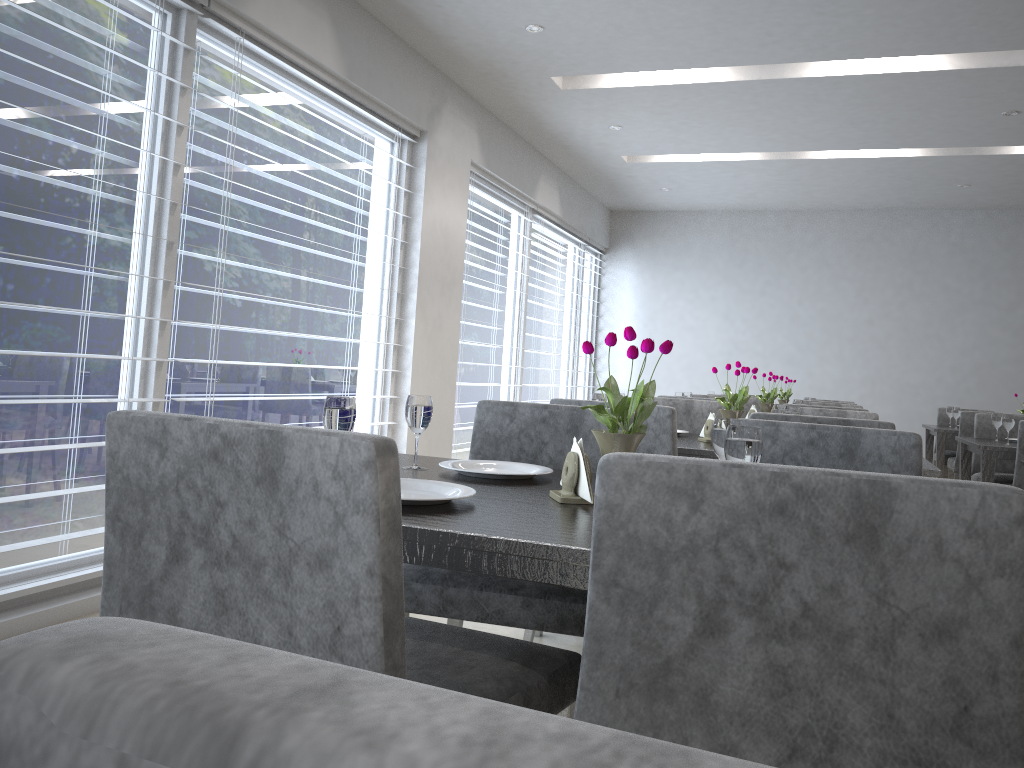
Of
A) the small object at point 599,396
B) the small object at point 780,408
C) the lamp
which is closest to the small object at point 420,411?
the small object at point 599,396

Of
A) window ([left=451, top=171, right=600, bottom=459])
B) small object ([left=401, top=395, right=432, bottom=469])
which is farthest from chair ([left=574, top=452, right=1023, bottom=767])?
window ([left=451, top=171, right=600, bottom=459])

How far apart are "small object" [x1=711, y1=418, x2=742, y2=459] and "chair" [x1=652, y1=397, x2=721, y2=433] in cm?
212

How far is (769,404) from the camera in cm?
456

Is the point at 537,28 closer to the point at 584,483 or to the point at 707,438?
the point at 707,438

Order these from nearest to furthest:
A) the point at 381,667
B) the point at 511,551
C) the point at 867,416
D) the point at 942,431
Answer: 1. the point at 381,667
2. the point at 511,551
3. the point at 867,416
4. the point at 942,431

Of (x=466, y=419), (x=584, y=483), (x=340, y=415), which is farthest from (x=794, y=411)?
(x=466, y=419)

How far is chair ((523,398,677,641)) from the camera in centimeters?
245cm

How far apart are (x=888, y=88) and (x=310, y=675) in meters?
5.3 m

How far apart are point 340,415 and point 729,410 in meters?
1.8
